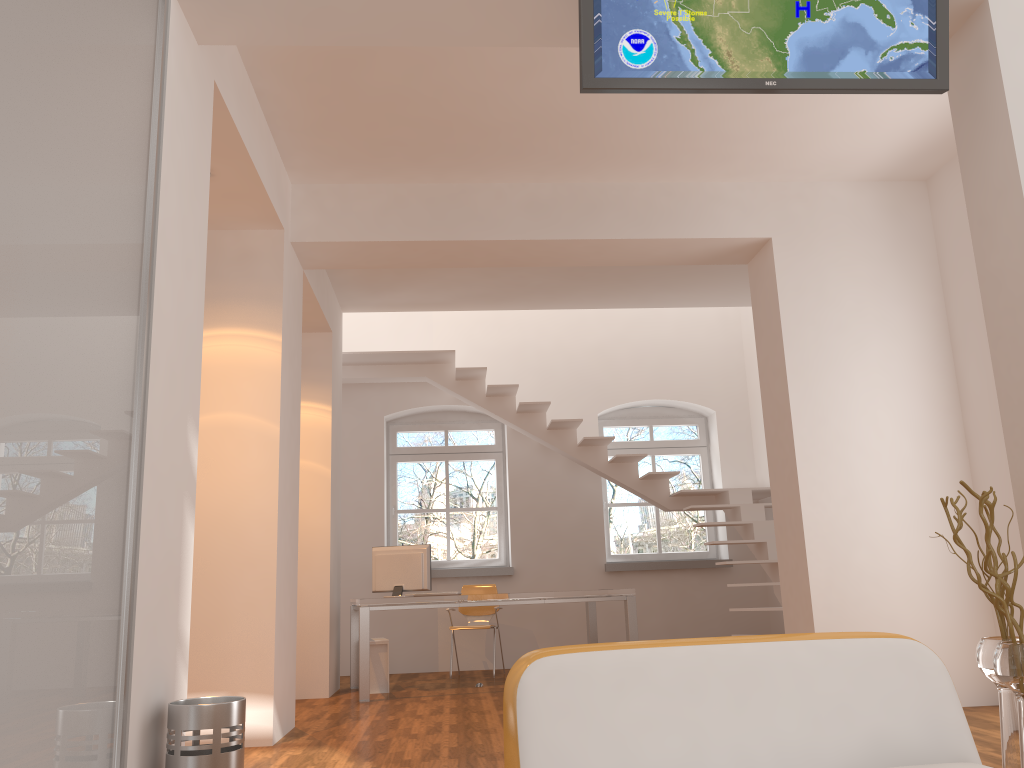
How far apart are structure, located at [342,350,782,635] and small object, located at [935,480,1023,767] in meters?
3.6 m

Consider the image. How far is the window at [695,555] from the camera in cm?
964

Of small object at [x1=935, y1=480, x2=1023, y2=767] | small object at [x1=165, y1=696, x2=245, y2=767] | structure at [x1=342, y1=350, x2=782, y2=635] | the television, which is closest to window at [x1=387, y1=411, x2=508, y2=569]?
structure at [x1=342, y1=350, x2=782, y2=635]

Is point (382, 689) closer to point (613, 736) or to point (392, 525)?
point (392, 525)

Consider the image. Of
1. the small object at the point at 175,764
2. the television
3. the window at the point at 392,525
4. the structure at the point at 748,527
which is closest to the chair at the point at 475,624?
the window at the point at 392,525

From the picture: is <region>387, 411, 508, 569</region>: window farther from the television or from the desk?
the television

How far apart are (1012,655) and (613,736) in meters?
2.0

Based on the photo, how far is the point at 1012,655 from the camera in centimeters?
293cm

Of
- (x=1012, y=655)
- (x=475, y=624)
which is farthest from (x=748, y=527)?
(x=1012, y=655)

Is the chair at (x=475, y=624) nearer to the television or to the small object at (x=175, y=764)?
the small object at (x=175, y=764)
